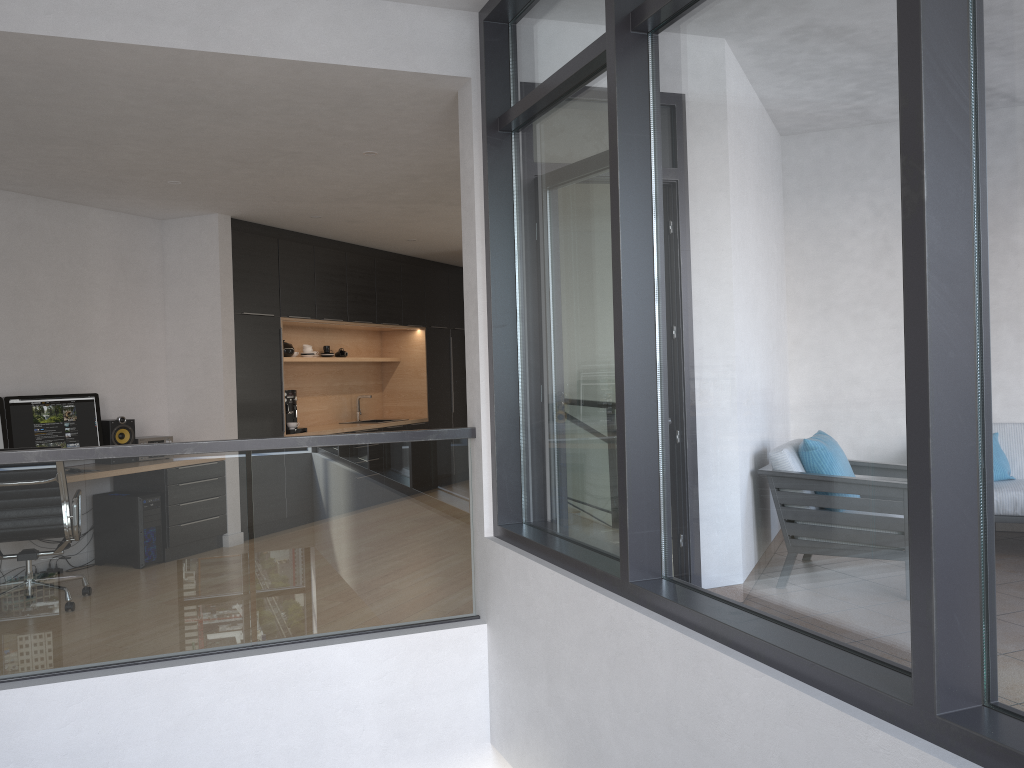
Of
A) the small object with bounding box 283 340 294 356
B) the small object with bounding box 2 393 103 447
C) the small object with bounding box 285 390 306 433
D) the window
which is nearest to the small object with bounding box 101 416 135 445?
the small object with bounding box 2 393 103 447

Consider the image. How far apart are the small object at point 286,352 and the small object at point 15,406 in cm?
218

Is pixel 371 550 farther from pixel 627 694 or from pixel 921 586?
pixel 921 586

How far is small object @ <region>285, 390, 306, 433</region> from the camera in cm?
810

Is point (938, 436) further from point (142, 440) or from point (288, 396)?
point (288, 396)

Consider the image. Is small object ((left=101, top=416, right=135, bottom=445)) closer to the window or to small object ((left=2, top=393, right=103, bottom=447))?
small object ((left=2, top=393, right=103, bottom=447))

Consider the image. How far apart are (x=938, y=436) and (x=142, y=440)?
6.2m

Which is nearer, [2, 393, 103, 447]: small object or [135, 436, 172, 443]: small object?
[2, 393, 103, 447]: small object

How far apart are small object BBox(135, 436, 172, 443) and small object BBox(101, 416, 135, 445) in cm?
6

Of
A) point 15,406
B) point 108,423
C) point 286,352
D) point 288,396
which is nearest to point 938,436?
point 15,406
